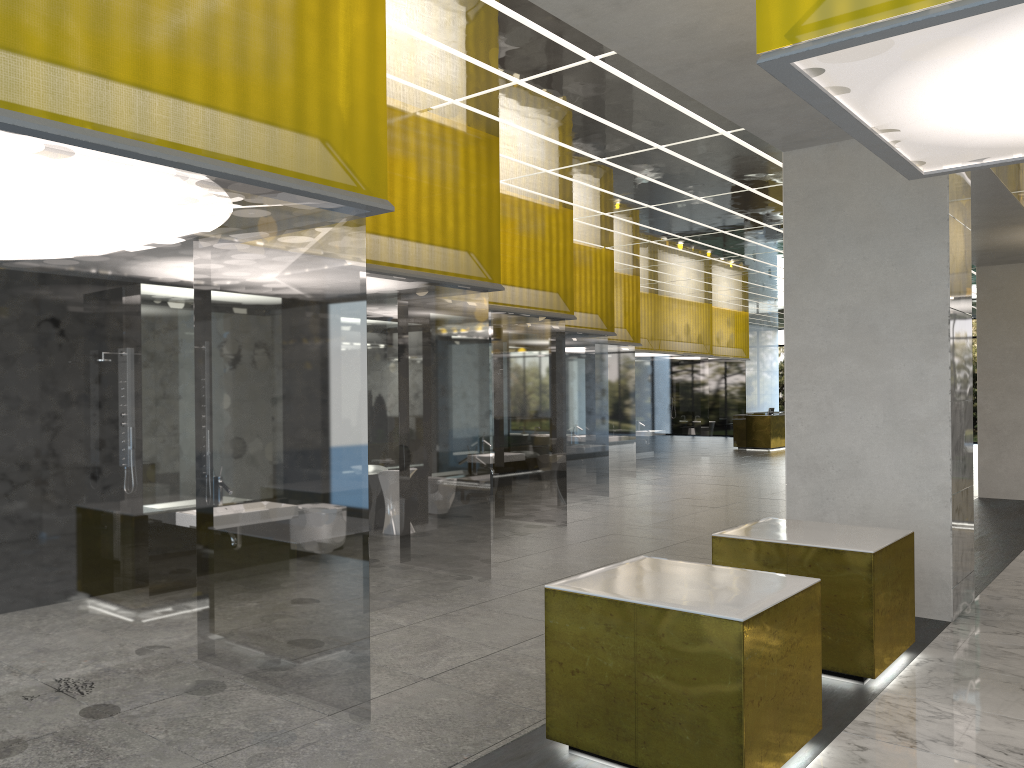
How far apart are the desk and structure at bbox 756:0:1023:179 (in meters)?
33.72

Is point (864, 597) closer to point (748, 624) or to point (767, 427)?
point (748, 624)

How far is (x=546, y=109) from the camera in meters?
10.7

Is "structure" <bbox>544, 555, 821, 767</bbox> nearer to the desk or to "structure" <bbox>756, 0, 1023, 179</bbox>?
"structure" <bbox>756, 0, 1023, 179</bbox>

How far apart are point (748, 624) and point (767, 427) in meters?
36.0 m

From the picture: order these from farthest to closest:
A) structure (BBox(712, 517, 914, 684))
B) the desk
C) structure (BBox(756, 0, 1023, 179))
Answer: the desk < structure (BBox(712, 517, 914, 684)) < structure (BBox(756, 0, 1023, 179))

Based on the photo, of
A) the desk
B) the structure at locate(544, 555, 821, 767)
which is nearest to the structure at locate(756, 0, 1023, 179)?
the structure at locate(544, 555, 821, 767)

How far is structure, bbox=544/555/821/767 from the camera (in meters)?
5.40

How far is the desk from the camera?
39.9m

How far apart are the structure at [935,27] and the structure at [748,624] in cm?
324
